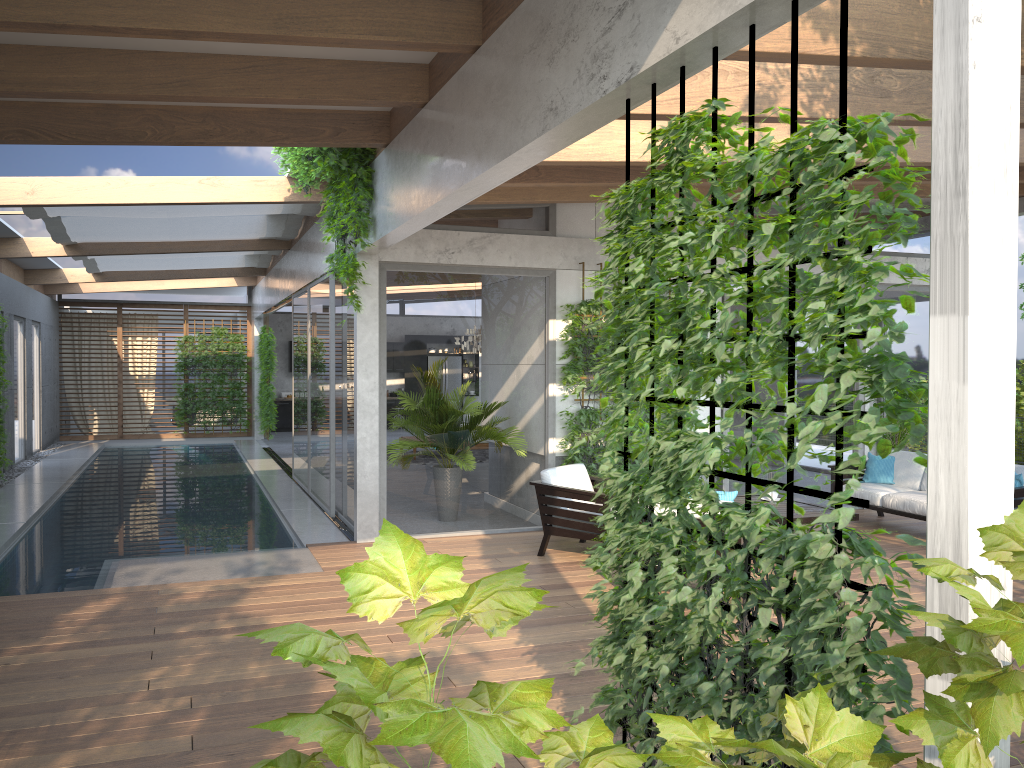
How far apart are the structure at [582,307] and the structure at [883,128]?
5.2 meters

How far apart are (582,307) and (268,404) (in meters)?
11.66

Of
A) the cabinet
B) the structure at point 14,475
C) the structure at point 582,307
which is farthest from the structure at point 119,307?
the structure at point 582,307

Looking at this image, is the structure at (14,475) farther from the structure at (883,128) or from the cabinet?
the structure at (883,128)

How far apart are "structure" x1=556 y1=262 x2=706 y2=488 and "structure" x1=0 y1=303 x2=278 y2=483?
7.95m

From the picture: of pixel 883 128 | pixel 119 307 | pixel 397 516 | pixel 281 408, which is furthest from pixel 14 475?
pixel 883 128

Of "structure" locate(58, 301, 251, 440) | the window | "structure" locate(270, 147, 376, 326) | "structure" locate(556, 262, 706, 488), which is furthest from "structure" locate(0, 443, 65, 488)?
"structure" locate(556, 262, 706, 488)

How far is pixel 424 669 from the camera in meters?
1.1 m

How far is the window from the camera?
8.51m

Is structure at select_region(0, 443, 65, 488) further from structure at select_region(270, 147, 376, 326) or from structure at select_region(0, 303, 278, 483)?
structure at select_region(270, 147, 376, 326)
